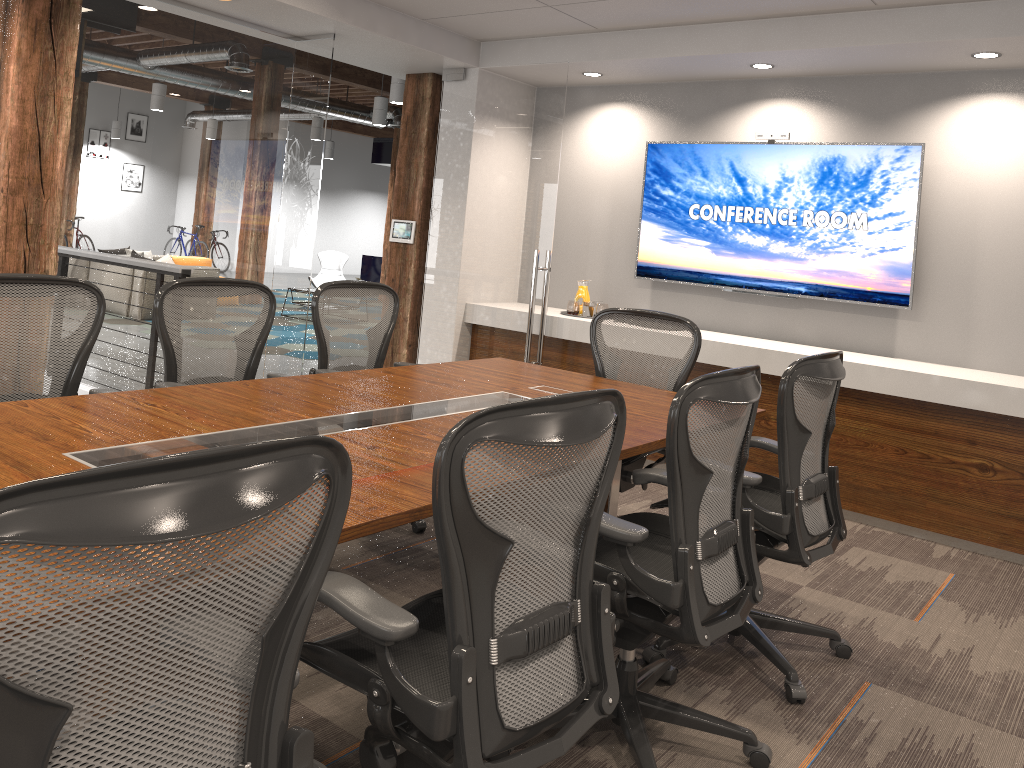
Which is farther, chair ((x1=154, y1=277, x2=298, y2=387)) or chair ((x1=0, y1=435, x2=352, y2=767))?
chair ((x1=154, y1=277, x2=298, y2=387))

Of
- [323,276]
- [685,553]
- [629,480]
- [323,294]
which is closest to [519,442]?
[685,553]

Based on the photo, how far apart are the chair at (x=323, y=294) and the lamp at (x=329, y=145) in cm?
1611

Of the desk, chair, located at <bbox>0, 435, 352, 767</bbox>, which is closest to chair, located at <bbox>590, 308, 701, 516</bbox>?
the desk

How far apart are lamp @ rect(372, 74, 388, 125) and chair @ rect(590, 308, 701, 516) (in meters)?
8.71

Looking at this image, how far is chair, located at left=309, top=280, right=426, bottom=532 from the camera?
4.2m

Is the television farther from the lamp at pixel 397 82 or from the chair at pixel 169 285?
the lamp at pixel 397 82

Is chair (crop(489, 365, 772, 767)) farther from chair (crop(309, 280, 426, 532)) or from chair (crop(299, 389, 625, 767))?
chair (crop(309, 280, 426, 532))

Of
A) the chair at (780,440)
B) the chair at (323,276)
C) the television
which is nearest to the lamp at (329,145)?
the chair at (323,276)

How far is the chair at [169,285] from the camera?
3.5 meters
